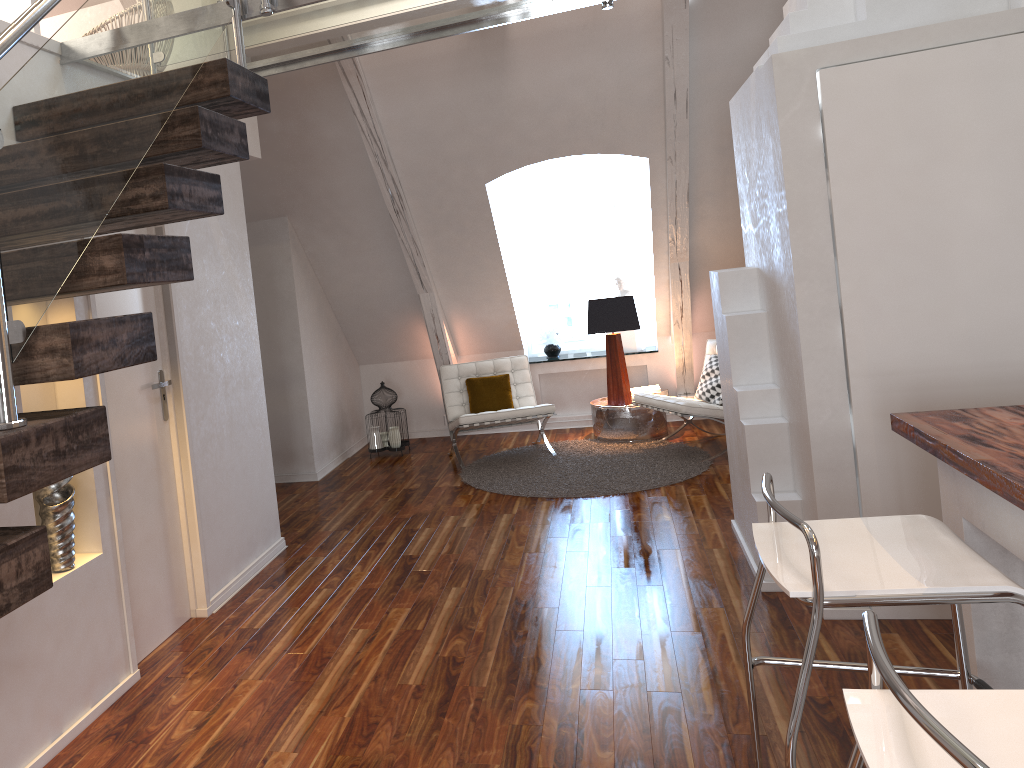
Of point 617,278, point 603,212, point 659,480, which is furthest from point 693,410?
point 603,212

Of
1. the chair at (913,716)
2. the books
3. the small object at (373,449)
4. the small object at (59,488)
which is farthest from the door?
the books

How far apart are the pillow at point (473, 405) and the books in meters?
1.0 m

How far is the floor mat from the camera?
5.22m

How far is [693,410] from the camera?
5.52m

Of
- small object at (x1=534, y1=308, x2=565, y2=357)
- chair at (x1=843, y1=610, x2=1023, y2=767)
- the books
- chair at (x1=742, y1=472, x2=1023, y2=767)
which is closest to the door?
chair at (x1=742, y1=472, x2=1023, y2=767)

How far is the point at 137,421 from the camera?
3.24m

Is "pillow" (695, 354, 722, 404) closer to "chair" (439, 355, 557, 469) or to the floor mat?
the floor mat

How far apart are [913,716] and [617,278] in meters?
6.1

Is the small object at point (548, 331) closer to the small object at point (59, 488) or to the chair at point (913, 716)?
the small object at point (59, 488)
